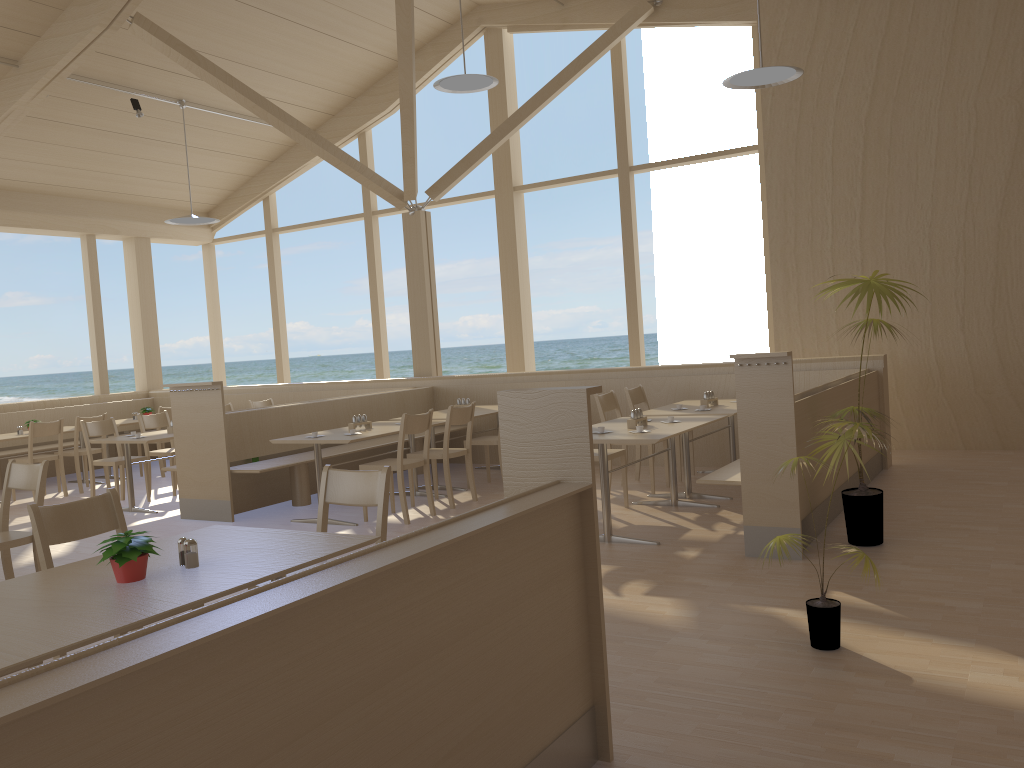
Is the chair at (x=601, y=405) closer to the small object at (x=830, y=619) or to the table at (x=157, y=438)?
the small object at (x=830, y=619)

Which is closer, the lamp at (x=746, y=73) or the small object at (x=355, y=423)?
the lamp at (x=746, y=73)

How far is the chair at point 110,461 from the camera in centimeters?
793cm

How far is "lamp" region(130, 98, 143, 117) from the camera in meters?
9.3

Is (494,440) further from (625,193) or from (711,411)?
(625,193)

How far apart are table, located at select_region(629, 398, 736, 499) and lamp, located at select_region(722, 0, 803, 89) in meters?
2.4

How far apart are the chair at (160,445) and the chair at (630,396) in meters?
5.5

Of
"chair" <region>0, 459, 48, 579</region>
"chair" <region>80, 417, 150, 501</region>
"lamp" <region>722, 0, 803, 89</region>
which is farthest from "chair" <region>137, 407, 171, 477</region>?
"lamp" <region>722, 0, 803, 89</region>

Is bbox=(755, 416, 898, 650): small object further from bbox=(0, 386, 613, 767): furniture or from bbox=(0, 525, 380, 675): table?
bbox=(0, 525, 380, 675): table

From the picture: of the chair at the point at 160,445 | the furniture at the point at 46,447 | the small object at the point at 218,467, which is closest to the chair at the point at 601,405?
the small object at the point at 218,467
